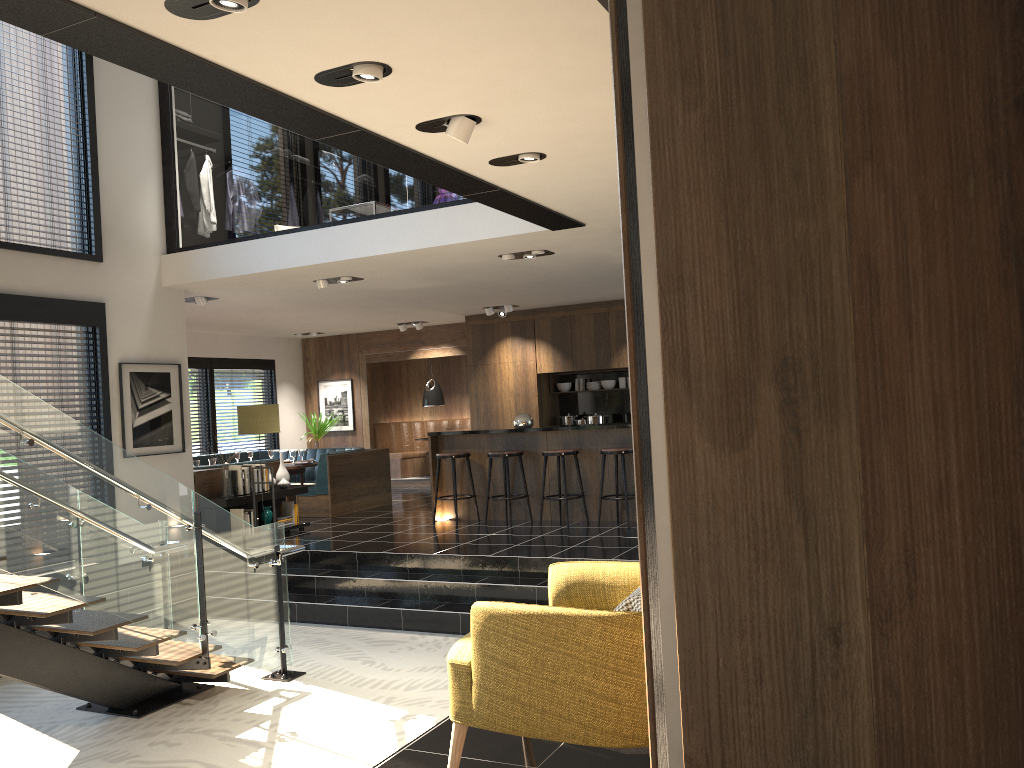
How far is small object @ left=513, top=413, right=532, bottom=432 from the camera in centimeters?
983cm

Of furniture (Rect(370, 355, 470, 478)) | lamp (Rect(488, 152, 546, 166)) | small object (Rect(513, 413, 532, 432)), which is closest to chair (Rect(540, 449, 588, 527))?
small object (Rect(513, 413, 532, 432))

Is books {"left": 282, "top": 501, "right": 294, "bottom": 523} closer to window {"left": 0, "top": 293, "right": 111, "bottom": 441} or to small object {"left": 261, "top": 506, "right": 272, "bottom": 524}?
small object {"left": 261, "top": 506, "right": 272, "bottom": 524}

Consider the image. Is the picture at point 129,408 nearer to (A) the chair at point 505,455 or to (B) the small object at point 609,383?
(A) the chair at point 505,455

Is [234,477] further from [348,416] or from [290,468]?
[348,416]

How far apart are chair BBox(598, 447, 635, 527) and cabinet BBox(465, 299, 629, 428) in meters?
3.5

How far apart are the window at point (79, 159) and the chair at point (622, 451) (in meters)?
5.22

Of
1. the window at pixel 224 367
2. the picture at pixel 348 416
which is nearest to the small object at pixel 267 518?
the window at pixel 224 367

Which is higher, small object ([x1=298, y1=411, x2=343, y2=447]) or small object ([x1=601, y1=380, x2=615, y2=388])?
small object ([x1=601, y1=380, x2=615, y2=388])

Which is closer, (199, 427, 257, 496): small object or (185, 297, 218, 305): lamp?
(199, 427, 257, 496): small object
